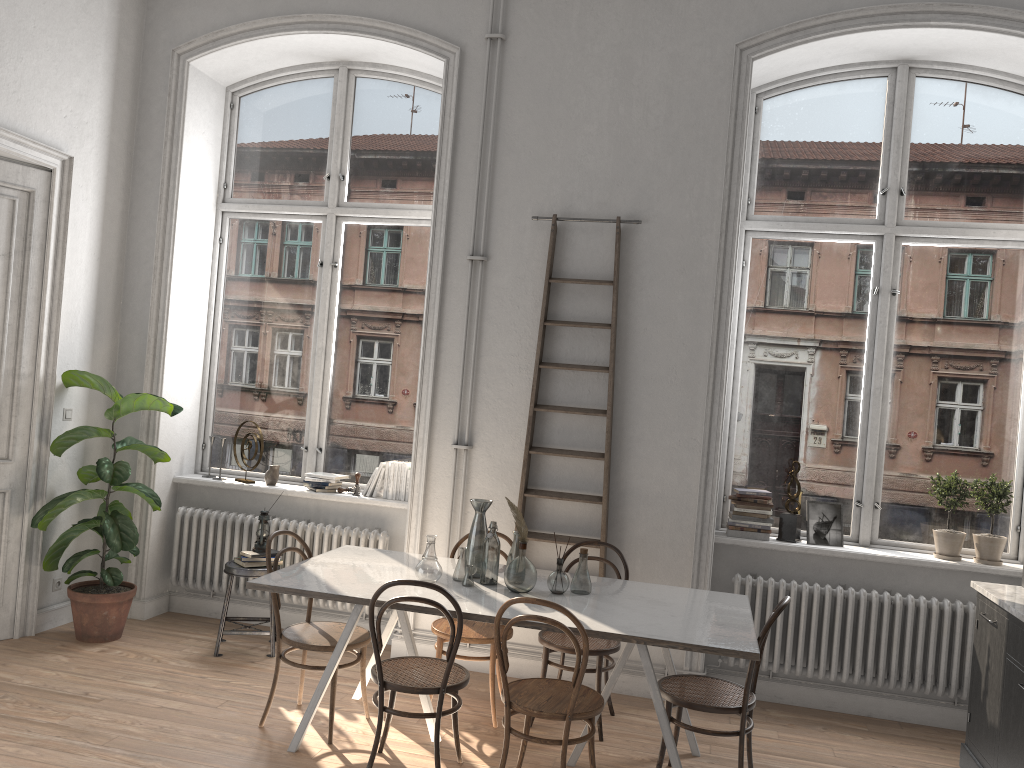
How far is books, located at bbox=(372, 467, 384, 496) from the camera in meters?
5.9 m

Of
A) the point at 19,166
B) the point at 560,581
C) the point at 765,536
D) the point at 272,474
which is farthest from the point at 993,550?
the point at 19,166

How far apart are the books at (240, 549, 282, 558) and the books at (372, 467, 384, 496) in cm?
89

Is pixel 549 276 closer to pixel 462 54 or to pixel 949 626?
pixel 462 54

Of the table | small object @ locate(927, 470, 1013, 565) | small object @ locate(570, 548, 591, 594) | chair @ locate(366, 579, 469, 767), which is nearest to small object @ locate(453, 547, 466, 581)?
the table

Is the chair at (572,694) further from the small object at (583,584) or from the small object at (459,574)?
the small object at (459,574)

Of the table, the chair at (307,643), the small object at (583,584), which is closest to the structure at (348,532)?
the table

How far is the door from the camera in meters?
5.2 m

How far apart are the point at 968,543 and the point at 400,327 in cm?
383

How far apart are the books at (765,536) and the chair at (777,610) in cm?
131
